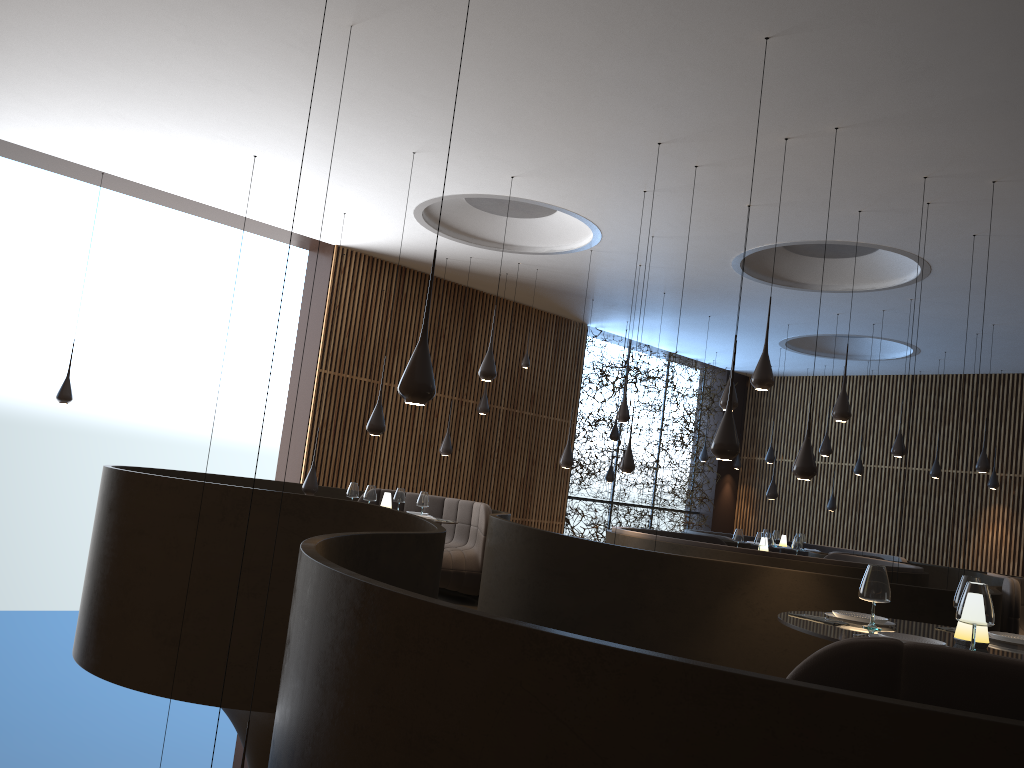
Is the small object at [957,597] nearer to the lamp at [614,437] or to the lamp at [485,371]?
the lamp at [485,371]

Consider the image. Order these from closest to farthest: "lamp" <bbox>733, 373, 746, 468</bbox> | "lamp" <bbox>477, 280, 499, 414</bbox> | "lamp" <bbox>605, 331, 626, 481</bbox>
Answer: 1. "lamp" <bbox>477, 280, 499, 414</bbox>
2. "lamp" <bbox>605, 331, 626, 481</bbox>
3. "lamp" <bbox>733, 373, 746, 468</bbox>

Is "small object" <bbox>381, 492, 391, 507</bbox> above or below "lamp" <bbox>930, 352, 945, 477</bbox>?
below

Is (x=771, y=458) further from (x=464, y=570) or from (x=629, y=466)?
(x=464, y=570)

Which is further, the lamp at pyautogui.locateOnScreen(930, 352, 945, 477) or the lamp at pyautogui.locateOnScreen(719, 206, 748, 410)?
the lamp at pyautogui.locateOnScreen(930, 352, 945, 477)

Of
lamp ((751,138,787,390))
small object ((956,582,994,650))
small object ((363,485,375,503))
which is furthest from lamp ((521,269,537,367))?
small object ((956,582,994,650))

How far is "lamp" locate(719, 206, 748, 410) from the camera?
9.3 meters

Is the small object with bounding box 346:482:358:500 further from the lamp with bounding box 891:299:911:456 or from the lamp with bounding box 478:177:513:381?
the lamp with bounding box 891:299:911:456

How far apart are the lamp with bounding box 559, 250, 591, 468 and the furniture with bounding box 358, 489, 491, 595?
1.62m

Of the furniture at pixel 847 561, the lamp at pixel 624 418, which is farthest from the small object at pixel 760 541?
the lamp at pixel 624 418
